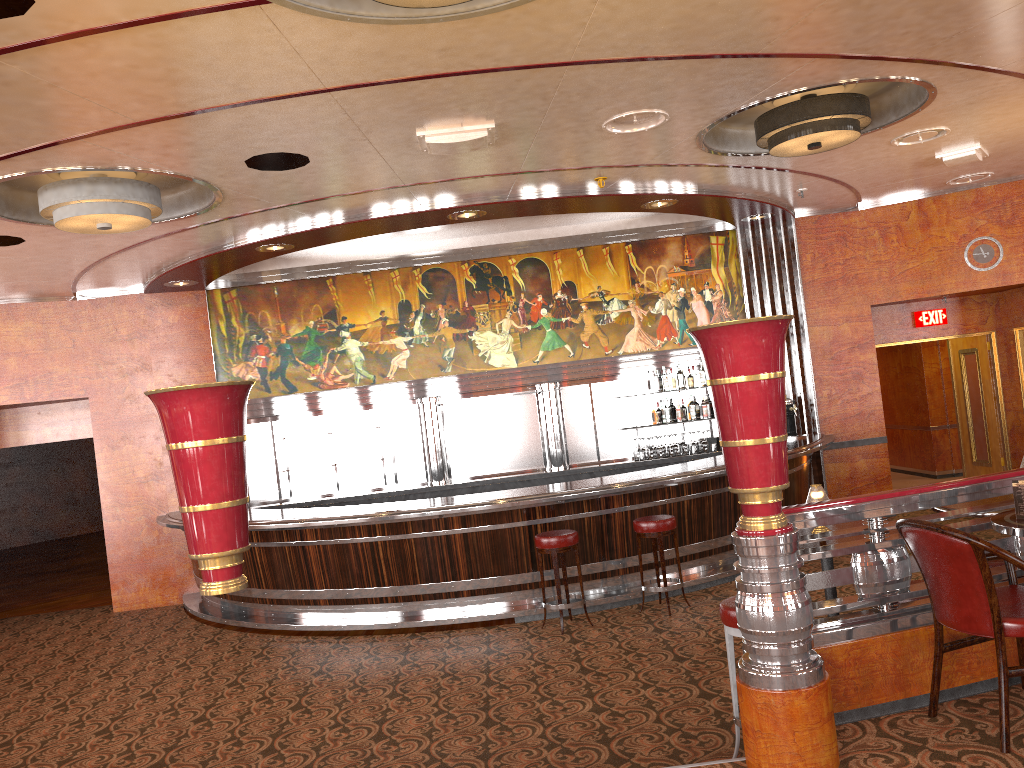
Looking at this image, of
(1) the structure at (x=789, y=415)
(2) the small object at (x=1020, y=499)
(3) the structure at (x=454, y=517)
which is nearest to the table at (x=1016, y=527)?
(2) the small object at (x=1020, y=499)

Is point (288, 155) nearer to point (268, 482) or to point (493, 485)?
point (493, 485)

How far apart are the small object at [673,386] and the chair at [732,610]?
6.3 meters

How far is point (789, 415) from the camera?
10.1 meters

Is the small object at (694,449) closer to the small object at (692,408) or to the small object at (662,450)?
the small object at (662,450)

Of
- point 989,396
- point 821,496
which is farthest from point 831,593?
point 989,396

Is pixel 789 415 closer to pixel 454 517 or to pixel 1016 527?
pixel 454 517

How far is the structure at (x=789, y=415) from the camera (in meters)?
10.07

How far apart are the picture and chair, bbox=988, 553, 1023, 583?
6.2 meters

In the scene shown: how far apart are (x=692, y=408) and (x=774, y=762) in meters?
7.5
